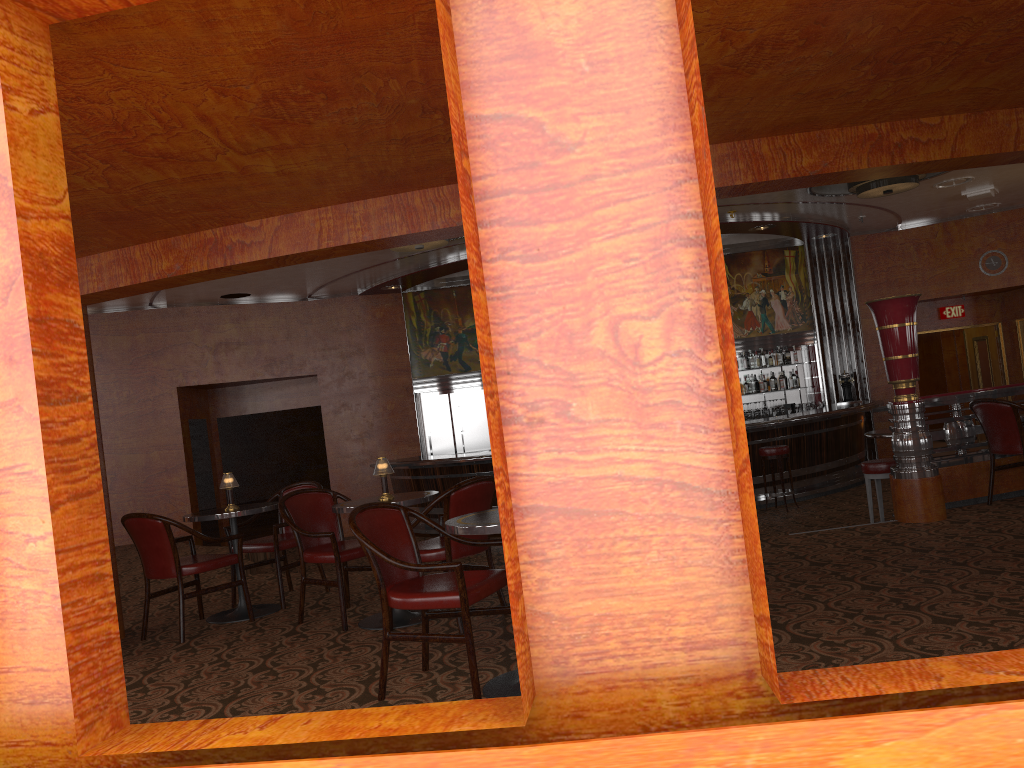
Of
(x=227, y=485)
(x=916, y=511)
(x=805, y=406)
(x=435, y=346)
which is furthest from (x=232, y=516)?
(x=805, y=406)

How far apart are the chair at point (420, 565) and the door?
12.9m

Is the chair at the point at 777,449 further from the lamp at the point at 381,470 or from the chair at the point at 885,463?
the lamp at the point at 381,470

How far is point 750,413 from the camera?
13.47m

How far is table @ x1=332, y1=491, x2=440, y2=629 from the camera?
5.06m

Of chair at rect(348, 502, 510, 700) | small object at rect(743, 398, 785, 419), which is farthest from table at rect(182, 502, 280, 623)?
small object at rect(743, 398, 785, 419)

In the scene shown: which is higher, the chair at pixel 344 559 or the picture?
the picture

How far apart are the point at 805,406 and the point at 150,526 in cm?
1051

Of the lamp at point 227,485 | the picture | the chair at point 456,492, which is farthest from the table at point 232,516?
the picture

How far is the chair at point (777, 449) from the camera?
10.26m
